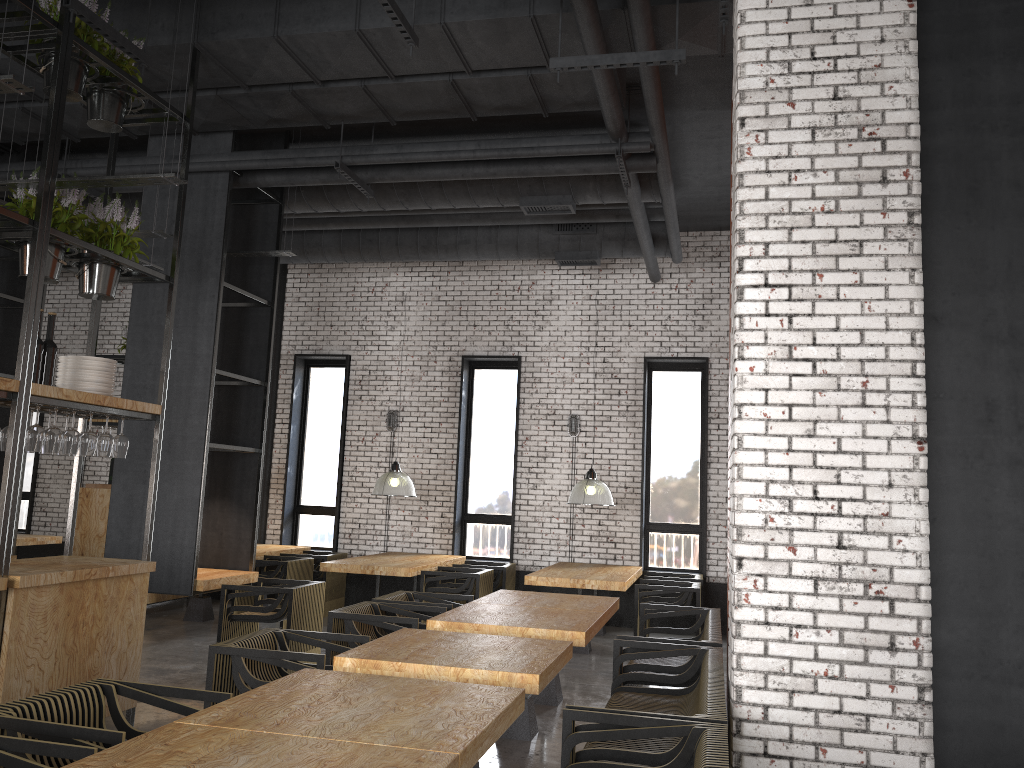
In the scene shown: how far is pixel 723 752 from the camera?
3.0 meters

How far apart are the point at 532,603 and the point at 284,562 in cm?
405

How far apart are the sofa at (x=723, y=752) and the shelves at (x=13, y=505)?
2.90m

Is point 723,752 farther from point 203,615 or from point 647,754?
point 203,615

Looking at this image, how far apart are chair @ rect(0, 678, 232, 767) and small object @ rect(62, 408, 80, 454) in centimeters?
185cm

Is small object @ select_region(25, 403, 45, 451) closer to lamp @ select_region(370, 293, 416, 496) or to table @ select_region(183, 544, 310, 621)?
lamp @ select_region(370, 293, 416, 496)

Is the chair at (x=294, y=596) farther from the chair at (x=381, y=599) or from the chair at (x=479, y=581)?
the chair at (x=479, y=581)

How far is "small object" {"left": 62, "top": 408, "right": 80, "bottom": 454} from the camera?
5.1 meters

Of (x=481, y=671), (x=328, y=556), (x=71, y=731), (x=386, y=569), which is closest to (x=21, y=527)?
(x=328, y=556)

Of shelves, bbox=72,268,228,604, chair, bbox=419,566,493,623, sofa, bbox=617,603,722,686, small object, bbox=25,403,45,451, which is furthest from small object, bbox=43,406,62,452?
shelves, bbox=72,268,228,604
